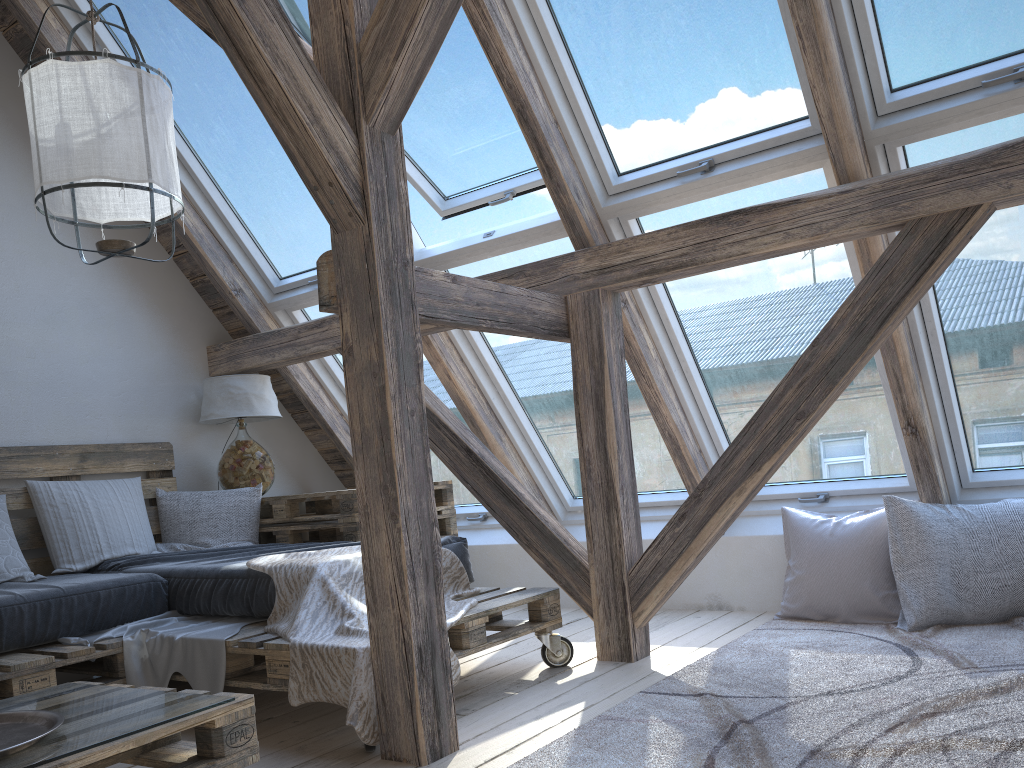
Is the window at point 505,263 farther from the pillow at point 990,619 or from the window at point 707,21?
the pillow at point 990,619

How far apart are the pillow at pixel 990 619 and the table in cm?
152

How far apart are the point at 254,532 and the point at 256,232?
1.4 meters

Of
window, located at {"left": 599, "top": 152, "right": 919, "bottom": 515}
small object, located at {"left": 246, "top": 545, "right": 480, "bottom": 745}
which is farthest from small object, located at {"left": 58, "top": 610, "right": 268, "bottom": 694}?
window, located at {"left": 599, "top": 152, "right": 919, "bottom": 515}

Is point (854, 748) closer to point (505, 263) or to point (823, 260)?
point (823, 260)

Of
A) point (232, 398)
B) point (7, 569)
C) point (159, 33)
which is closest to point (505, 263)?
point (232, 398)

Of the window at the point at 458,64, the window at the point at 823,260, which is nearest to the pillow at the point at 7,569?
the window at the point at 458,64

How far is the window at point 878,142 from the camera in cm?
272

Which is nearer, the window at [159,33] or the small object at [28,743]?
the small object at [28,743]

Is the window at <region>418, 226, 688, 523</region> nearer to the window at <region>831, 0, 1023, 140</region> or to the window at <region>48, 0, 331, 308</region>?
the window at <region>48, 0, 331, 308</region>
